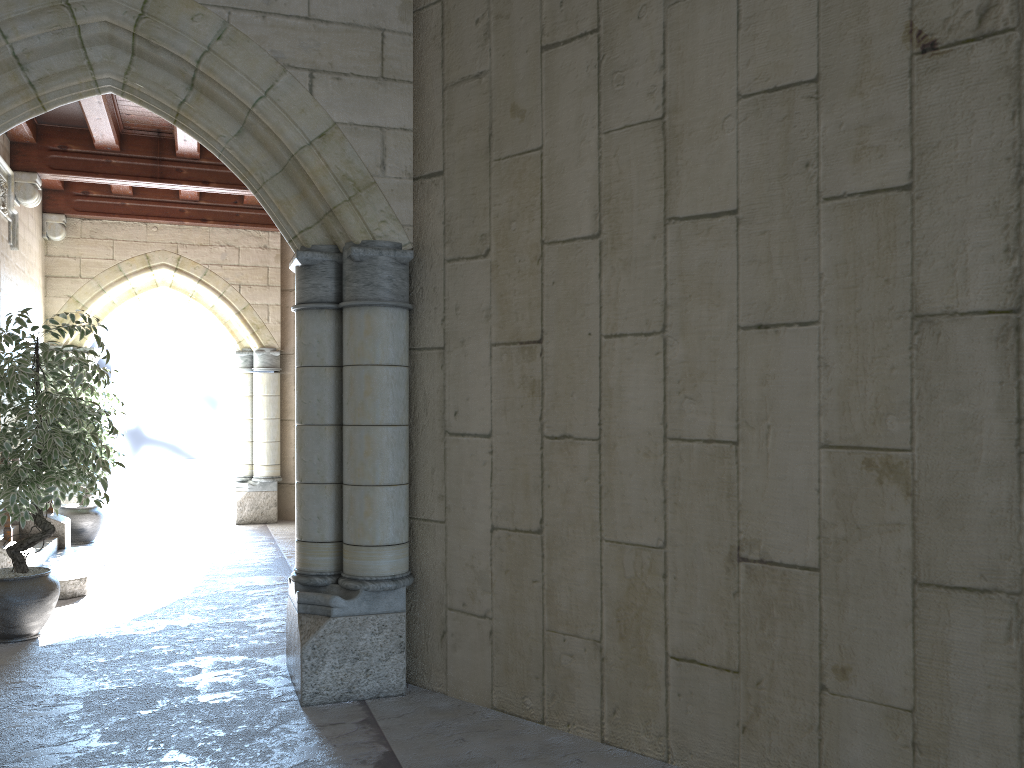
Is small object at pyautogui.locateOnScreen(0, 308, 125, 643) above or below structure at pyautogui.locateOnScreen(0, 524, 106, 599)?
above

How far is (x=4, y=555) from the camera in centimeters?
491cm

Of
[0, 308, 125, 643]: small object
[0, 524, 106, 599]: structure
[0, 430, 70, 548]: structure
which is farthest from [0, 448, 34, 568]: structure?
[0, 430, 70, 548]: structure

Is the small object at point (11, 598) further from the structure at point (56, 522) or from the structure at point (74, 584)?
the structure at point (56, 522)

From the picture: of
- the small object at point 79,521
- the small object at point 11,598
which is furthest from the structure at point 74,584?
the small object at point 79,521

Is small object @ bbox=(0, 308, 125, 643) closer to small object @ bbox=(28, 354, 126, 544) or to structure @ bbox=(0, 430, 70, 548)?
structure @ bbox=(0, 430, 70, 548)

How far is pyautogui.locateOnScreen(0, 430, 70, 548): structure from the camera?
6.4m

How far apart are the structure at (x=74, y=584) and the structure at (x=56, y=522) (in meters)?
0.09

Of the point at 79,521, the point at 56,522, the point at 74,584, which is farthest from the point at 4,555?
the point at 79,521

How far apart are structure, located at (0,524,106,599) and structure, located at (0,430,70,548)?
0.09m
